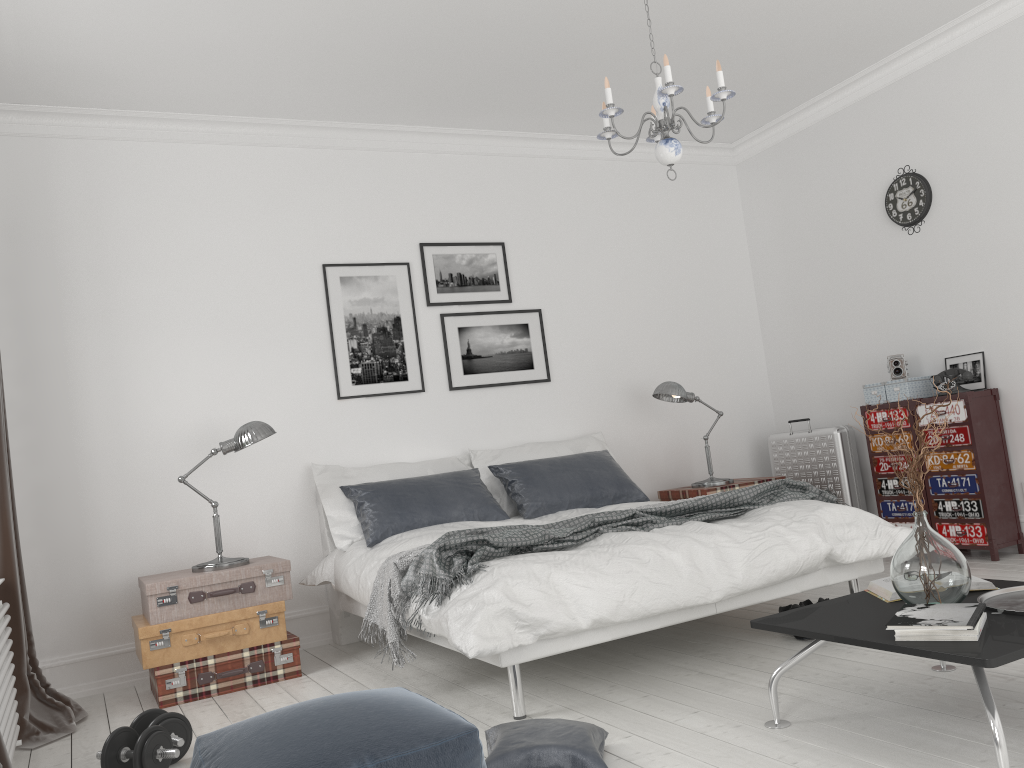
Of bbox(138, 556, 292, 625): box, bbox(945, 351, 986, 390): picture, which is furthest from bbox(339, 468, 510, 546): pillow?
bbox(945, 351, 986, 390): picture

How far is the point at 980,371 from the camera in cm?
511

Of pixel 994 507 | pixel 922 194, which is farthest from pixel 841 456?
pixel 922 194

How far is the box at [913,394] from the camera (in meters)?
5.28

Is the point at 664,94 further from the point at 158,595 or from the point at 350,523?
the point at 158,595

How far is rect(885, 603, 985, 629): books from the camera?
2.23m

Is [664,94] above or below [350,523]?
above

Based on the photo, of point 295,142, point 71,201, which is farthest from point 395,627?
point 295,142

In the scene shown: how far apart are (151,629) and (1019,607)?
3.40m

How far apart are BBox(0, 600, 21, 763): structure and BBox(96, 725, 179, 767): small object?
0.3m
